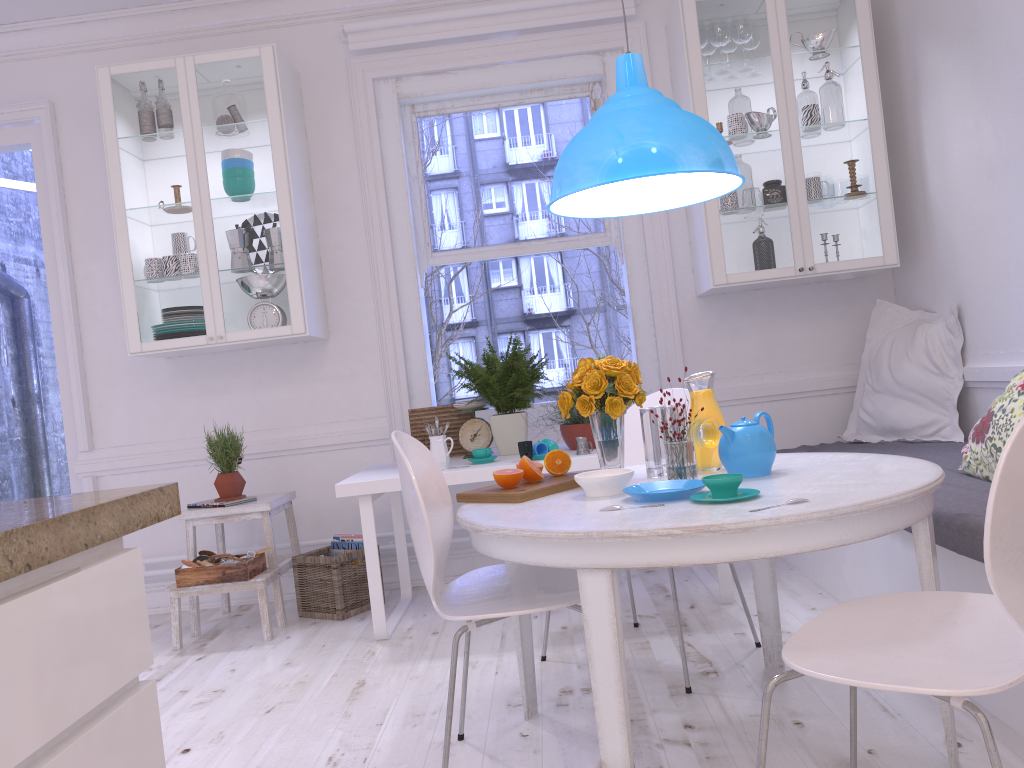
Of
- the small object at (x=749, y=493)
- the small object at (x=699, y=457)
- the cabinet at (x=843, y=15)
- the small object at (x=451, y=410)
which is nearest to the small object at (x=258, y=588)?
the small object at (x=451, y=410)

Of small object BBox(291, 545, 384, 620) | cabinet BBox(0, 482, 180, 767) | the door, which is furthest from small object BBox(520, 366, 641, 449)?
the door

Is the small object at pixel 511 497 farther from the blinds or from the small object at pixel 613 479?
the blinds

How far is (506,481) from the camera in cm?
227

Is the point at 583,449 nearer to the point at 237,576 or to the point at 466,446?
the point at 466,446

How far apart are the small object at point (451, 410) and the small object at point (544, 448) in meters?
0.6 m

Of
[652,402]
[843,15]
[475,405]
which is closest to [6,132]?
[475,405]

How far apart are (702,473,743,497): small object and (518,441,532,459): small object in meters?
1.4 m

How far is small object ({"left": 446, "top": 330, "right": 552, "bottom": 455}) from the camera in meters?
3.7

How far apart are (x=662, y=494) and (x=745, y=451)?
0.3m
